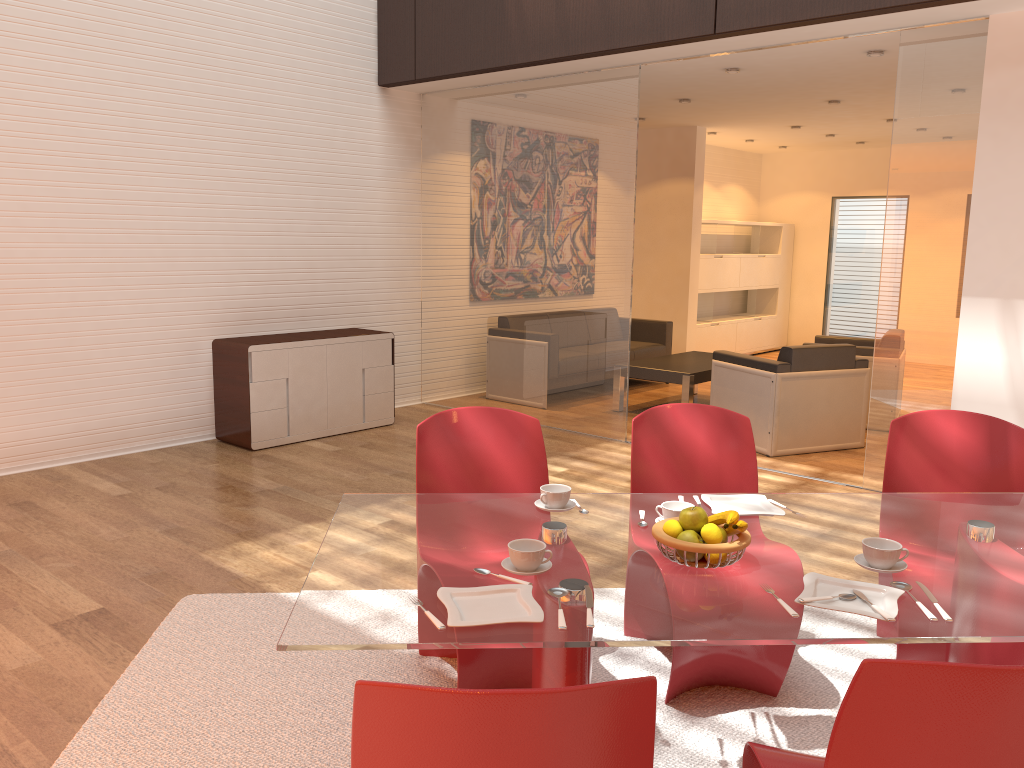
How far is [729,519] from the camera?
2.07m

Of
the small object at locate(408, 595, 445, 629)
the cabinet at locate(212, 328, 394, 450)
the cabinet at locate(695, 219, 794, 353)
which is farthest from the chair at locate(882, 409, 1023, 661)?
the cabinet at locate(695, 219, 794, 353)

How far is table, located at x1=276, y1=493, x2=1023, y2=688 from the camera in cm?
175

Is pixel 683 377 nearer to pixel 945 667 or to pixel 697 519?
pixel 697 519

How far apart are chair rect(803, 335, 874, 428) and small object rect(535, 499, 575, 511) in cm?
534

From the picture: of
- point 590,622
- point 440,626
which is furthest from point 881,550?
point 440,626

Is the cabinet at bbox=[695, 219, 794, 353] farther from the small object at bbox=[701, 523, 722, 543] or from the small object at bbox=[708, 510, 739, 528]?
the small object at bbox=[701, 523, 722, 543]

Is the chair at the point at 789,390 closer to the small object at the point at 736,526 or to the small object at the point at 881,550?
the small object at the point at 881,550

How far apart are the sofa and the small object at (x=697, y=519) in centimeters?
666cm

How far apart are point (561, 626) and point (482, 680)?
1.0 meters
